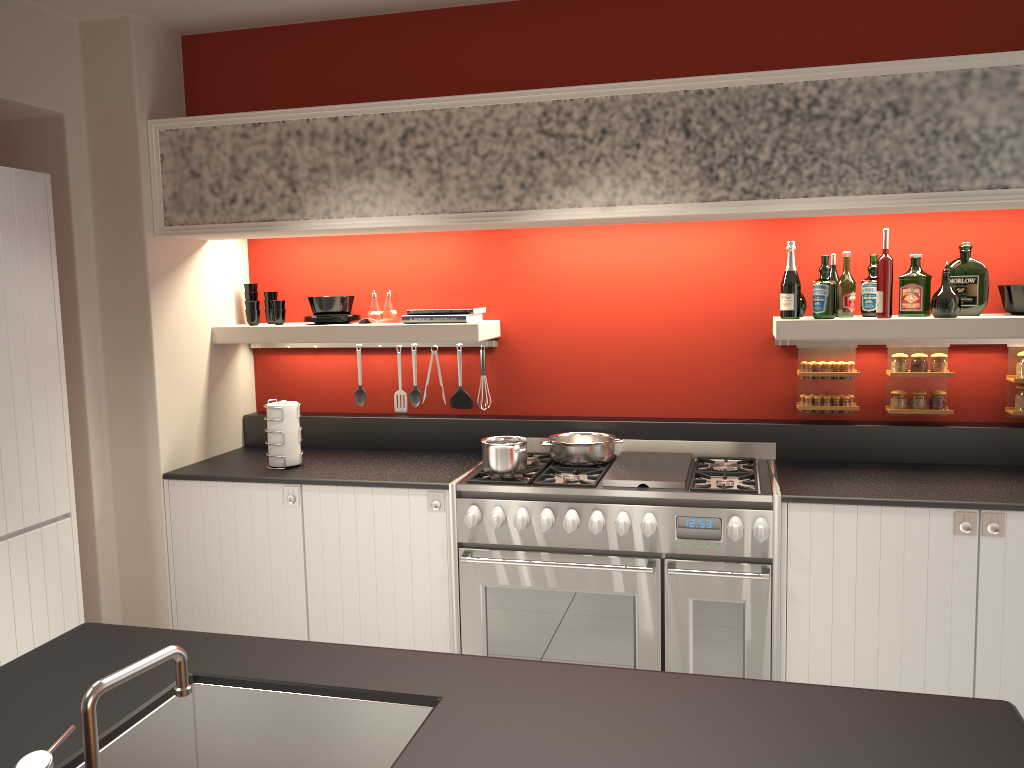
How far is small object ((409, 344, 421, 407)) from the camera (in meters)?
4.48

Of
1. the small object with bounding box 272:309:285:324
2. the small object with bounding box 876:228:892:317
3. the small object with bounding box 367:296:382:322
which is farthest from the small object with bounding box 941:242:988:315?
the small object with bounding box 272:309:285:324

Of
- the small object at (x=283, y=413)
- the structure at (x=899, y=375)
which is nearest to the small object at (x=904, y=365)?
the structure at (x=899, y=375)

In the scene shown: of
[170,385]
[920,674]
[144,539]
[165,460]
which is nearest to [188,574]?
[144,539]

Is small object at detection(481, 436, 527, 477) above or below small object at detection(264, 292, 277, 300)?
below

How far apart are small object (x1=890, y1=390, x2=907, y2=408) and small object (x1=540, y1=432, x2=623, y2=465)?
1.2m

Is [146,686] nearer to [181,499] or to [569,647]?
[569,647]

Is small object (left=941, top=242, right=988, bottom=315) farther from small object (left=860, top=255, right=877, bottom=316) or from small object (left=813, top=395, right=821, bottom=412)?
small object (left=813, top=395, right=821, bottom=412)

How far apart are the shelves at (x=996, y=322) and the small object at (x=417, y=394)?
1.78m

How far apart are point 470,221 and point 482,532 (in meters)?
1.27
